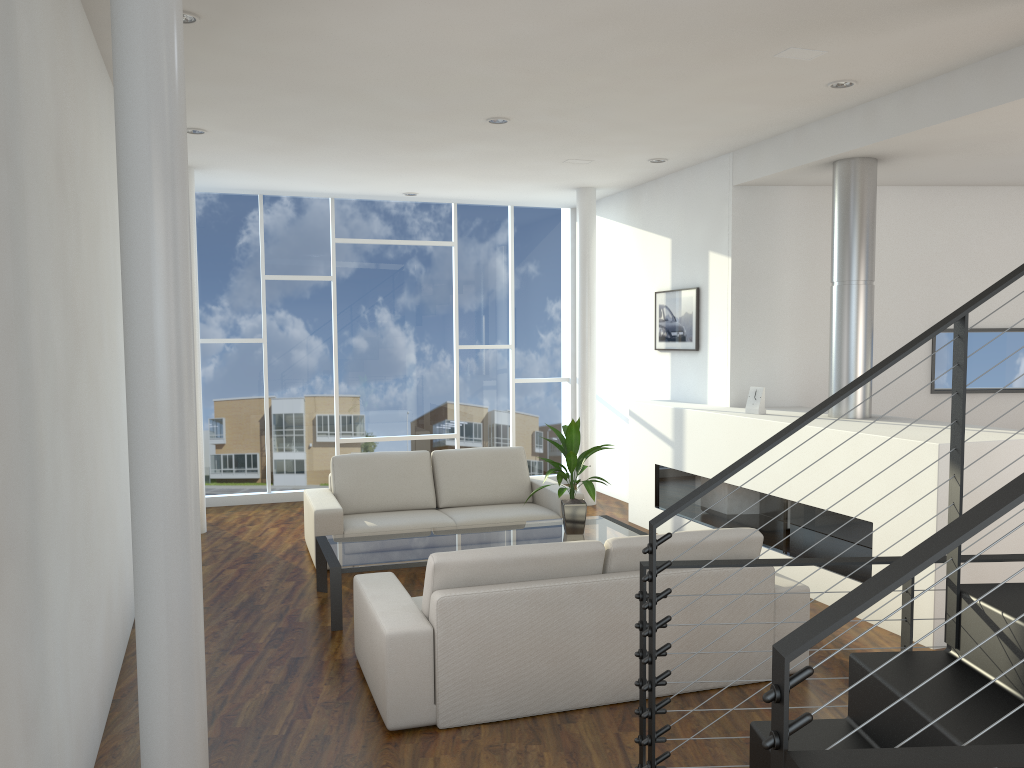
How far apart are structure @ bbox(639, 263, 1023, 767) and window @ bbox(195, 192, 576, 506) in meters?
5.2 m

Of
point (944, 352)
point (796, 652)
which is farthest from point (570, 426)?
point (796, 652)

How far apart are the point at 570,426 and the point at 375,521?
1.39m

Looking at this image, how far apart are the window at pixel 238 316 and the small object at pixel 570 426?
2.92m

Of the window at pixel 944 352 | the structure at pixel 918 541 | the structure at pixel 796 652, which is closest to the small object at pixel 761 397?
the structure at pixel 918 541

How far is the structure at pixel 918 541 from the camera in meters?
3.7 m

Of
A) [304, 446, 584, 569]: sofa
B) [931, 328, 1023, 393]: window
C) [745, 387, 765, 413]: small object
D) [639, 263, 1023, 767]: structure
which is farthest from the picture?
[639, 263, 1023, 767]: structure

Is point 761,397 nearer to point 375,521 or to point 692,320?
point 692,320

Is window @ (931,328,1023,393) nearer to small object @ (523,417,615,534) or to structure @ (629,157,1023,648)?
structure @ (629,157,1023,648)

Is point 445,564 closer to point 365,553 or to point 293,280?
point 365,553
